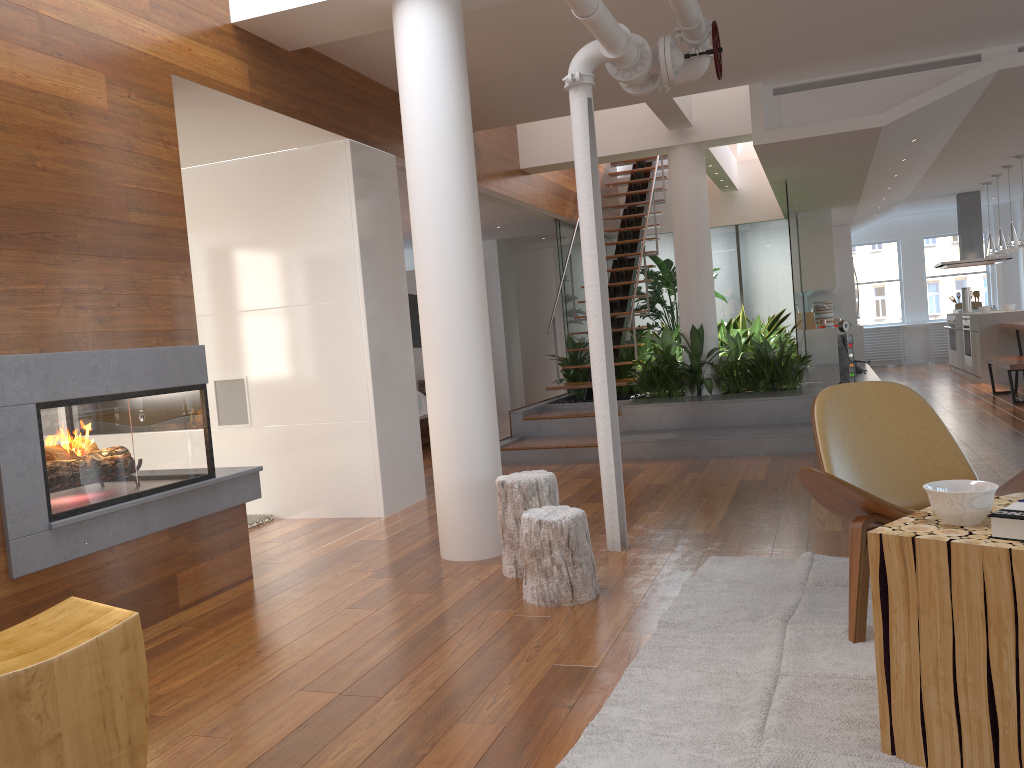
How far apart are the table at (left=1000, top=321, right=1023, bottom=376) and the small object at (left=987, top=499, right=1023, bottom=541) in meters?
8.8 m

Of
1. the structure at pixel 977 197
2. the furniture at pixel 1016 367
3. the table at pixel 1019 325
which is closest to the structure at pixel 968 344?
the structure at pixel 977 197

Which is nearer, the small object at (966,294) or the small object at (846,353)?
the small object at (846,353)

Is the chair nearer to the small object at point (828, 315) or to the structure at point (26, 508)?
the structure at point (26, 508)

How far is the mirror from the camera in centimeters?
1214cm

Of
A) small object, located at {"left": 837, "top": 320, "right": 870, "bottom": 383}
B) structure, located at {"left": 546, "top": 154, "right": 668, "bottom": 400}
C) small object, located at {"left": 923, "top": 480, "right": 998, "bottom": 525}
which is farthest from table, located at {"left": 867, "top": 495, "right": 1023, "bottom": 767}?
structure, located at {"left": 546, "top": 154, "right": 668, "bottom": 400}

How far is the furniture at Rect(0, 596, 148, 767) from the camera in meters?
1.9 m

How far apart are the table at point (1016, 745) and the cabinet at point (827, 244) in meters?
9.2

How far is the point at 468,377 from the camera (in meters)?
4.08

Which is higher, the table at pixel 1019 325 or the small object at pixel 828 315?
the small object at pixel 828 315
